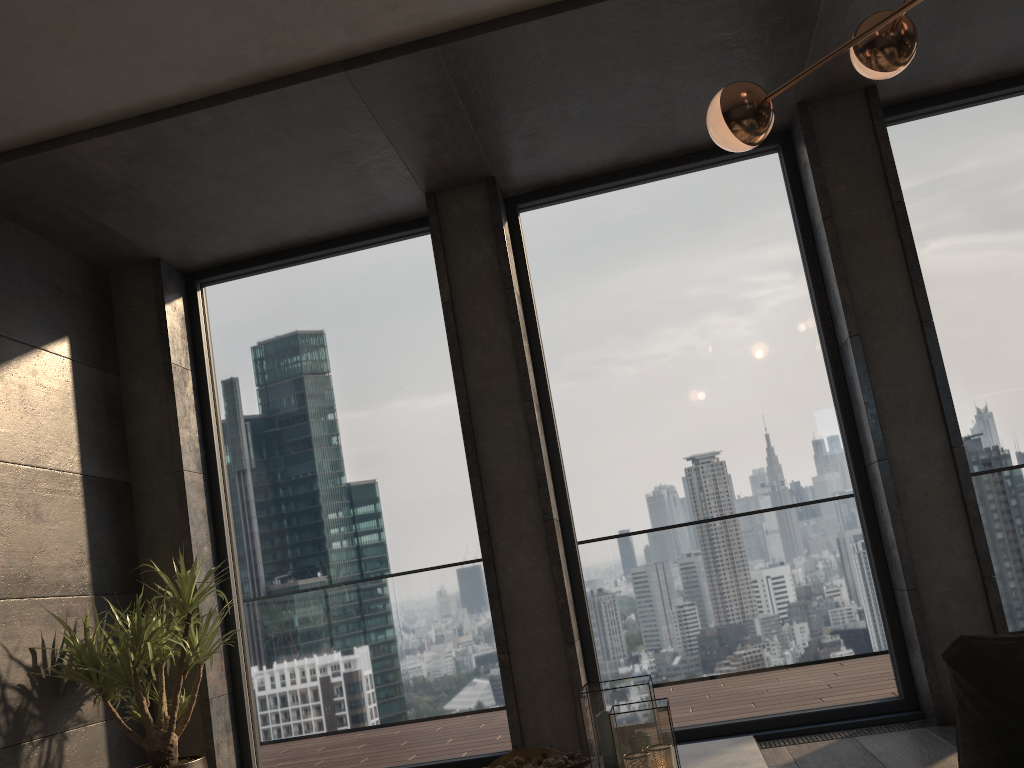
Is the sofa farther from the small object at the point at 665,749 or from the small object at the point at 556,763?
the small object at the point at 556,763

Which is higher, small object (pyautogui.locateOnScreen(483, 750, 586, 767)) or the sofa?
the sofa

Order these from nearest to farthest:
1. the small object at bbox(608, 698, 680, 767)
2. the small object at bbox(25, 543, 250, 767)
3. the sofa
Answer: the sofa < the small object at bbox(608, 698, 680, 767) < the small object at bbox(25, 543, 250, 767)

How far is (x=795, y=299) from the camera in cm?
458

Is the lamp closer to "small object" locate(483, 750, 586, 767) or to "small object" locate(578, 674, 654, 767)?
"small object" locate(578, 674, 654, 767)

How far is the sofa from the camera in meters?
0.7 m

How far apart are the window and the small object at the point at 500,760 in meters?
1.8

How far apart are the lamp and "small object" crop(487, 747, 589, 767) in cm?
180

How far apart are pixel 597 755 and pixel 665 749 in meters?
0.3

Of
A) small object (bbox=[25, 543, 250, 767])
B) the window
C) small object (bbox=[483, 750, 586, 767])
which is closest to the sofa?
small object (bbox=[483, 750, 586, 767])
